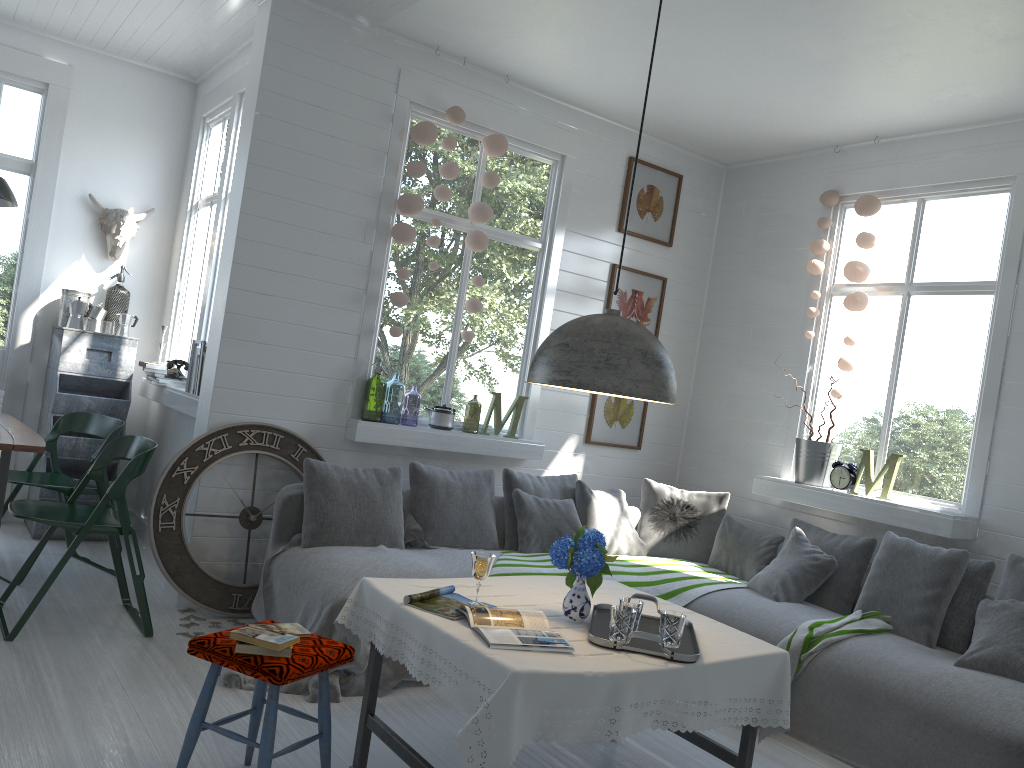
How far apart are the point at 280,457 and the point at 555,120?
3.1m

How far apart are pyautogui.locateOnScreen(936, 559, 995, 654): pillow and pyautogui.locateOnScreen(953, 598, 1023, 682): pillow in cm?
20

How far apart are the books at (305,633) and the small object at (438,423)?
2.8 meters

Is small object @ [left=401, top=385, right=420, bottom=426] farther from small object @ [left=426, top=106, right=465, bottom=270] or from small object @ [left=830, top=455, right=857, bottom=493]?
small object @ [left=830, top=455, right=857, bottom=493]

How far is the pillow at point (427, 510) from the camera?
5.4 meters

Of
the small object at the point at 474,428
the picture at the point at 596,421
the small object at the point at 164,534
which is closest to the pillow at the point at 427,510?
the small object at the point at 164,534

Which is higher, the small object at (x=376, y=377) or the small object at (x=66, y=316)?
the small object at (x=66, y=316)

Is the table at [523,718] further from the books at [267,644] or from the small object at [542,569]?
the small object at [542,569]

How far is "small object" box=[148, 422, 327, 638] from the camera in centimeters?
497cm

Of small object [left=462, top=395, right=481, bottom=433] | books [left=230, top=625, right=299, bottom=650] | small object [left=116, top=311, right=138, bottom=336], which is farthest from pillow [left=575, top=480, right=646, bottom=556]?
small object [left=462, top=395, right=481, bottom=433]
